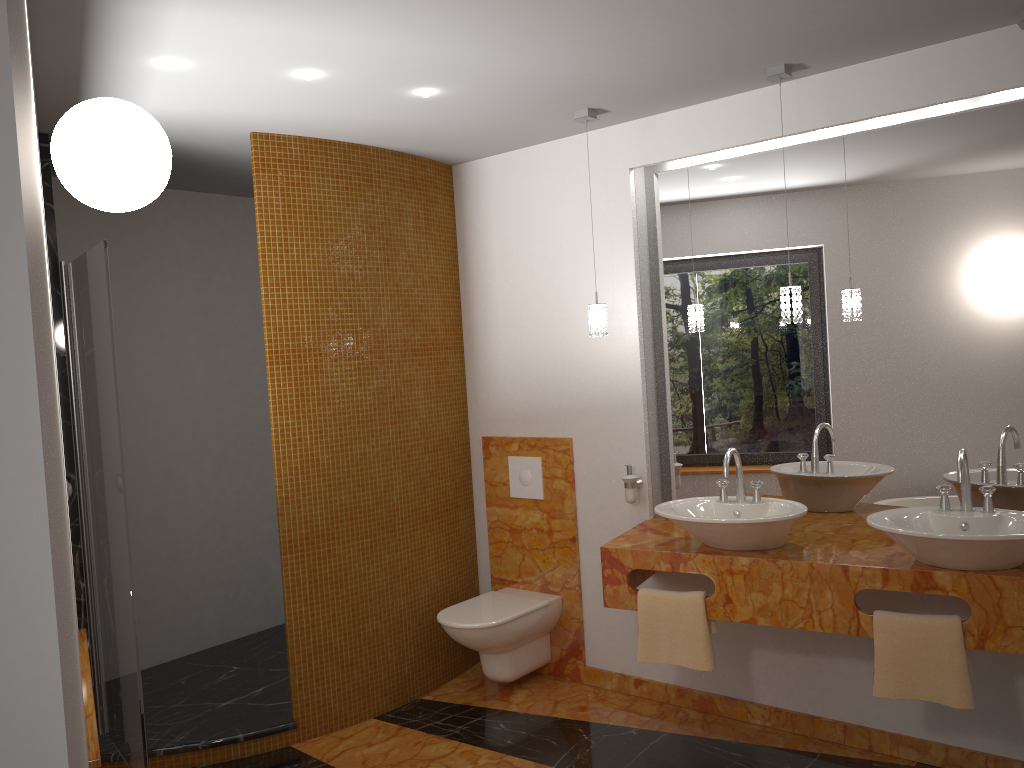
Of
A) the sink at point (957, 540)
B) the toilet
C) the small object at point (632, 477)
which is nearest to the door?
the toilet

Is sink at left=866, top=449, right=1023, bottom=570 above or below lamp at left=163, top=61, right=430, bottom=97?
below

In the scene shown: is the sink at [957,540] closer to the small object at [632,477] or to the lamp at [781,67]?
the lamp at [781,67]

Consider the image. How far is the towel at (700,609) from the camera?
3.16m

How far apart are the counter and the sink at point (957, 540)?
0.0 meters

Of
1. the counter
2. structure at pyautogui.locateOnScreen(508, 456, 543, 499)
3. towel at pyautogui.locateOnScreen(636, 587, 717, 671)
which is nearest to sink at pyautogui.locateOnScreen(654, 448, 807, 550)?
the counter

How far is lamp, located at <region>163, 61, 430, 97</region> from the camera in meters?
2.7 m

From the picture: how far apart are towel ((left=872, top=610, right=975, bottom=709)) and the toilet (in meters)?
1.55

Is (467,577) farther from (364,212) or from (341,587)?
(364,212)

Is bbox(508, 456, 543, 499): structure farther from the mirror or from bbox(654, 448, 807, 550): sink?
Answer: bbox(654, 448, 807, 550): sink
